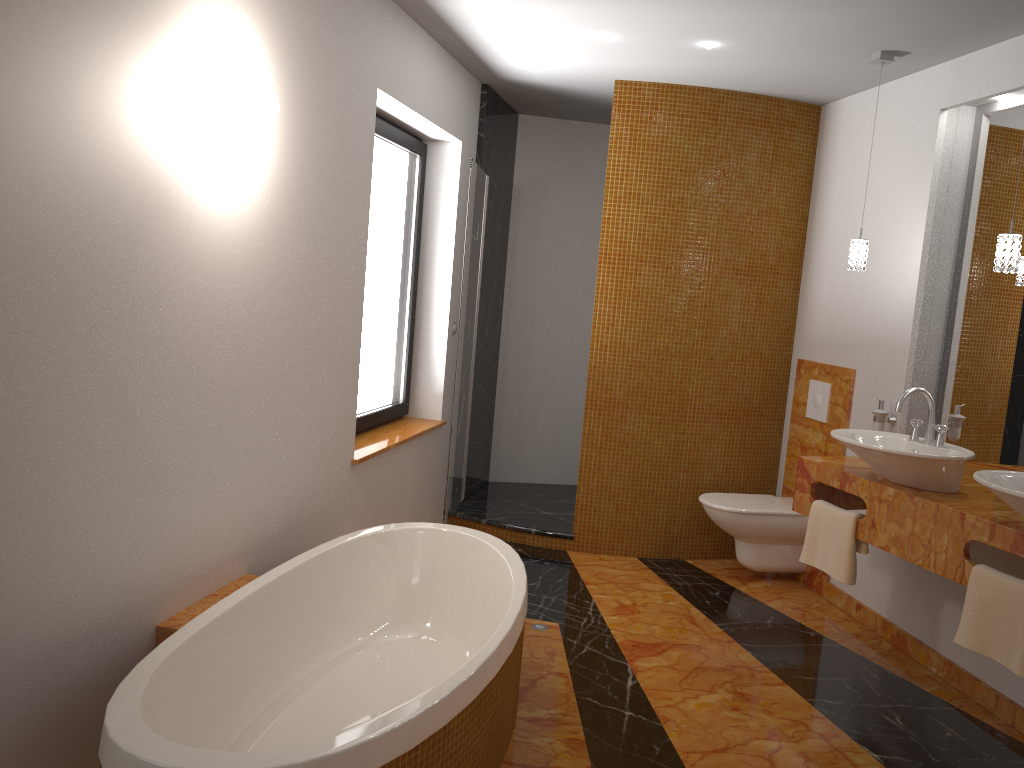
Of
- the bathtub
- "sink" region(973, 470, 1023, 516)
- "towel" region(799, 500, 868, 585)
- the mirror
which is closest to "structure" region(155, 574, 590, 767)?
the bathtub

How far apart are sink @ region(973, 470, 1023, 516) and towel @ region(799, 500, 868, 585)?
0.7m

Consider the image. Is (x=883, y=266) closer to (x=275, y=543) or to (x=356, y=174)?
(x=356, y=174)

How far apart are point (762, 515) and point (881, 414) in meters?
0.8 m

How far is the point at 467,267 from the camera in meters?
4.4

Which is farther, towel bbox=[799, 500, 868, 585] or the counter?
towel bbox=[799, 500, 868, 585]

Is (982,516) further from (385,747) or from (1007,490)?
(385,747)

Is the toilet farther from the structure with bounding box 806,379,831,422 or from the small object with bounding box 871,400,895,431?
the small object with bounding box 871,400,895,431

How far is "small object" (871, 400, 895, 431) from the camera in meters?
3.9 m

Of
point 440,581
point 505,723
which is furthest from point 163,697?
point 440,581
